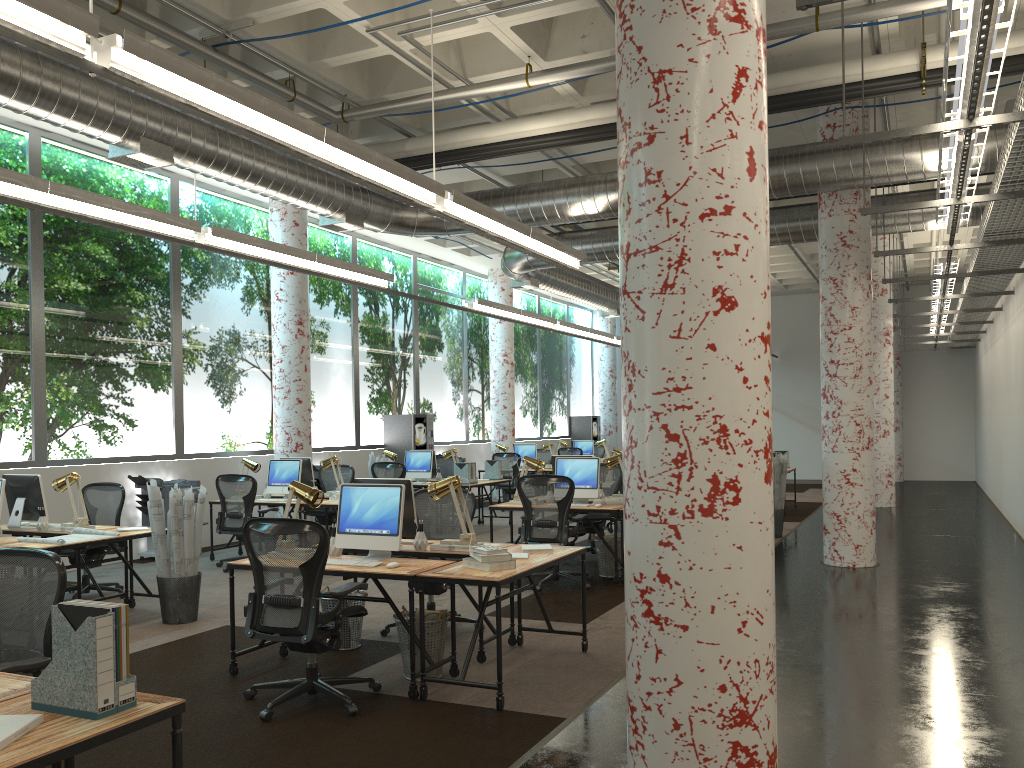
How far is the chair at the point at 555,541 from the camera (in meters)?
8.19

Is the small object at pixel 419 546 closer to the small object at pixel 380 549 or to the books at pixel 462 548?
the books at pixel 462 548

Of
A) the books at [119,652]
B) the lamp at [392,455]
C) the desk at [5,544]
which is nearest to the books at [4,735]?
the books at [119,652]

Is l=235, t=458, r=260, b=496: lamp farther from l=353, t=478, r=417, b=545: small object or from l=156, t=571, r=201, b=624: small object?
l=353, t=478, r=417, b=545: small object

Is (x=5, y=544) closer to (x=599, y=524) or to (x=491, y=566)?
(x=491, y=566)

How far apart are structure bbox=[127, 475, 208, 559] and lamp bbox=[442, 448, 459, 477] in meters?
4.0 m

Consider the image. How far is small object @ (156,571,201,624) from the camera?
7.2 meters

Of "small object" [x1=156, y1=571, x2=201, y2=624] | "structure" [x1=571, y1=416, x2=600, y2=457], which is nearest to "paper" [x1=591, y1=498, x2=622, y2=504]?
"small object" [x1=156, y1=571, x2=201, y2=624]

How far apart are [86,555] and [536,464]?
4.40m

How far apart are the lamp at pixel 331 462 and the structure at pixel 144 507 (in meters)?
1.65
